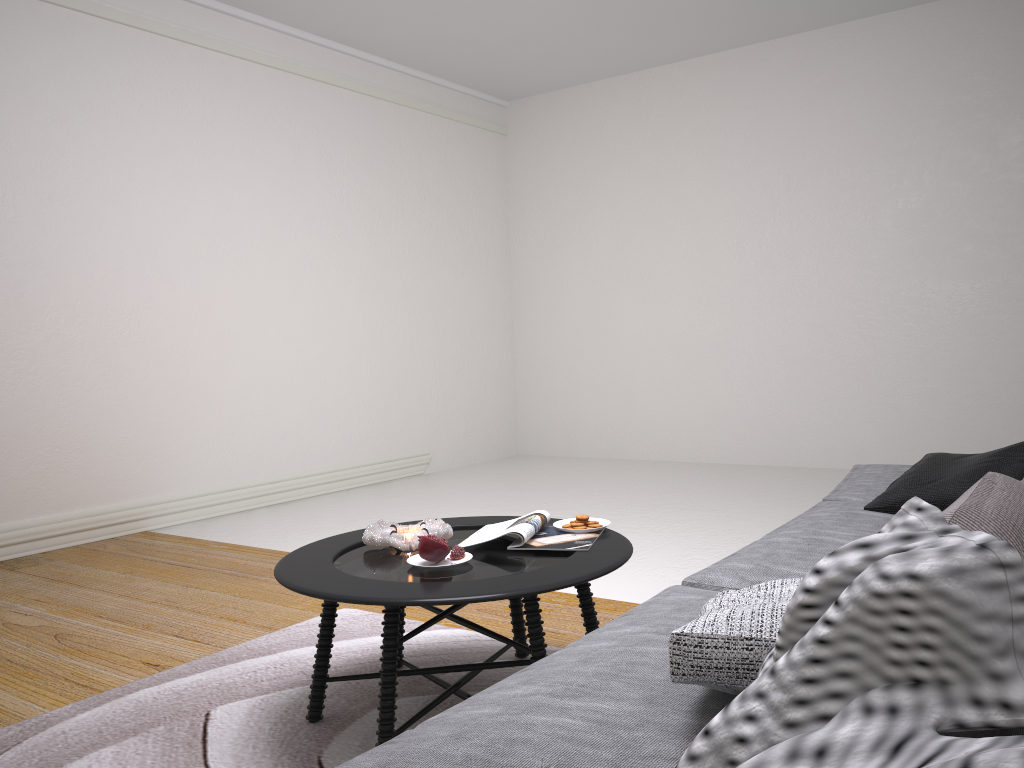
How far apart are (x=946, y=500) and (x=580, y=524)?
1.0m

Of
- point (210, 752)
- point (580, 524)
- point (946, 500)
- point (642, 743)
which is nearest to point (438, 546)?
point (580, 524)

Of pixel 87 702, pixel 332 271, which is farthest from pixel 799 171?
pixel 87 702

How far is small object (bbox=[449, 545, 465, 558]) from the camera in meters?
2.3

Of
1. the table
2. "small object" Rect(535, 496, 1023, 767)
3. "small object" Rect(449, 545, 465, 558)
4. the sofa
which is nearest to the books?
the table

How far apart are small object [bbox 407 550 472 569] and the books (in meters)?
0.13

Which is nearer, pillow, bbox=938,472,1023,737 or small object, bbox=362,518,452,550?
pillow, bbox=938,472,1023,737

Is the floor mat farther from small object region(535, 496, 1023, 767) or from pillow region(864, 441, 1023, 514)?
small object region(535, 496, 1023, 767)

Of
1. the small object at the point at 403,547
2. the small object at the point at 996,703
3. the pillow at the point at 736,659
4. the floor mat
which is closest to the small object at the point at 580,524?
the small object at the point at 403,547

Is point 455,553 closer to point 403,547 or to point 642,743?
point 403,547
